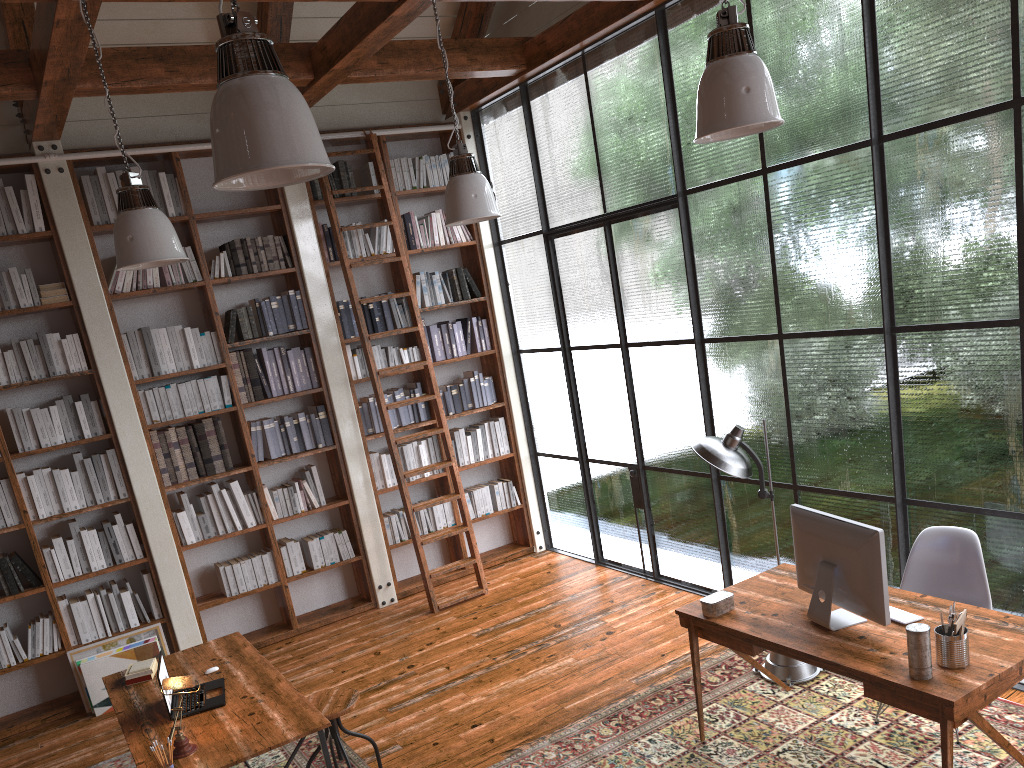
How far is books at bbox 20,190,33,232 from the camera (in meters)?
5.59

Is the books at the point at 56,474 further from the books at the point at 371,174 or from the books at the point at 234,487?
the books at the point at 371,174

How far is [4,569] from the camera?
5.5m

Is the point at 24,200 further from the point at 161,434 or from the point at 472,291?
the point at 472,291

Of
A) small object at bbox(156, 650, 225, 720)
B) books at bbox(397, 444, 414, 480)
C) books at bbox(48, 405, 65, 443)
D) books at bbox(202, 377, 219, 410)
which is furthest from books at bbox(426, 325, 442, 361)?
small object at bbox(156, 650, 225, 720)

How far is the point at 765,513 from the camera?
5.3m

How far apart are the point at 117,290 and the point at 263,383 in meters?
1.2 m

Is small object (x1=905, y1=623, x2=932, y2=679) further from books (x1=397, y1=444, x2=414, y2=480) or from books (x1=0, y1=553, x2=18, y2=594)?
books (x1=0, y1=553, x2=18, y2=594)

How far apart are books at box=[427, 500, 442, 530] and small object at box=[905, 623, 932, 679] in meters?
4.5

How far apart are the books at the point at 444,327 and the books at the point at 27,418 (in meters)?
3.01
